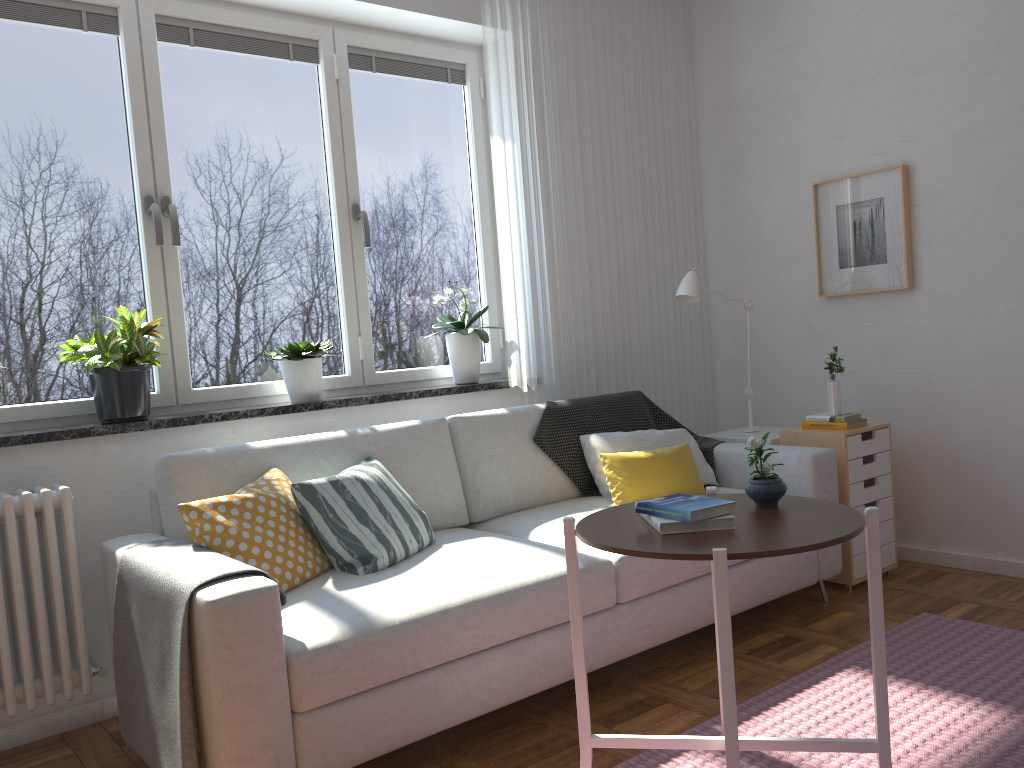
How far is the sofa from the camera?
1.98m

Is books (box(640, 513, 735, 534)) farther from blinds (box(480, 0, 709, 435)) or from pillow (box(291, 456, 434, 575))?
blinds (box(480, 0, 709, 435))

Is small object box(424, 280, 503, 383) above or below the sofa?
above

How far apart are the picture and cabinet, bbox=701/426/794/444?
0.7m

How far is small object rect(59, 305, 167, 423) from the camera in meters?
2.8 m

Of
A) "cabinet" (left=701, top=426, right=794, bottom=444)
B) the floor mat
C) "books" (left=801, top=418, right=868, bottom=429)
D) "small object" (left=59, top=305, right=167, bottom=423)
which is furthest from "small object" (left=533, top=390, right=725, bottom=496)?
"small object" (left=59, top=305, right=167, bottom=423)

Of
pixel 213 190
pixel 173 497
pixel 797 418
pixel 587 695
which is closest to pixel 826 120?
pixel 797 418

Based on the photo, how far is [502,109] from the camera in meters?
3.7 m

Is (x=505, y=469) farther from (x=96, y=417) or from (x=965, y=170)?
(x=965, y=170)

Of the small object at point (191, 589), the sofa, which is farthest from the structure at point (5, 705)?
the small object at point (191, 589)
